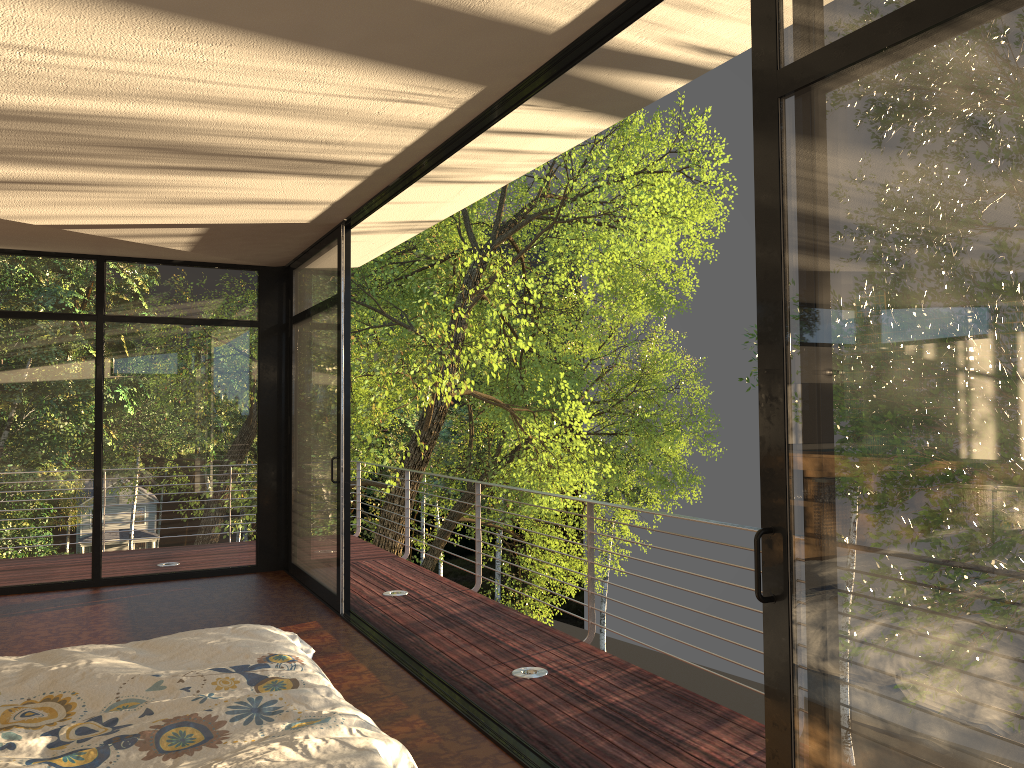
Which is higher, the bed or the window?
the window

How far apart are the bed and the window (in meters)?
0.81

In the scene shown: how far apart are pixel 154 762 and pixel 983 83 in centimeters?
204cm

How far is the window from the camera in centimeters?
152cm

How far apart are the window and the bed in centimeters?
81cm

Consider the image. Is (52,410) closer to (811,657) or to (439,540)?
(811,657)

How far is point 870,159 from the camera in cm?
175

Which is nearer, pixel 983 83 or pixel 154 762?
pixel 983 83

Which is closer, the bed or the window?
the window

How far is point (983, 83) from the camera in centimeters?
152cm
